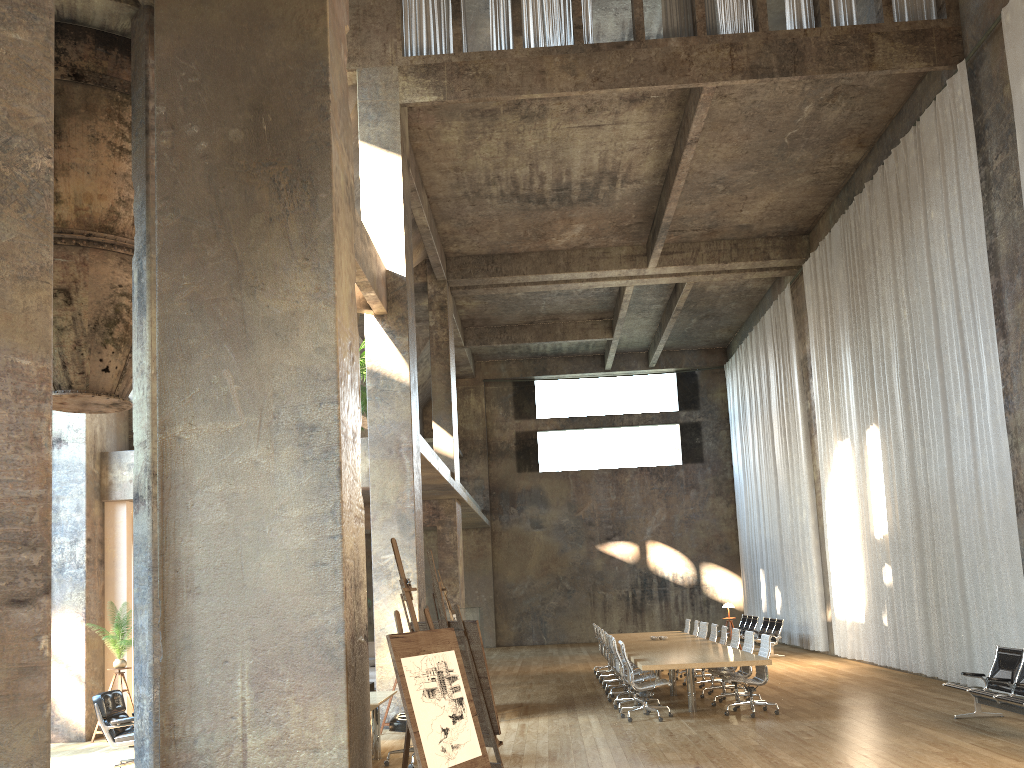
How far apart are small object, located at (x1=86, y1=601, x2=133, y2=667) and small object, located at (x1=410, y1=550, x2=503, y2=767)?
6.31m

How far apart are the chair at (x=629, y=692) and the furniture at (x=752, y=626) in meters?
9.7 m

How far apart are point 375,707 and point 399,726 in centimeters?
32cm

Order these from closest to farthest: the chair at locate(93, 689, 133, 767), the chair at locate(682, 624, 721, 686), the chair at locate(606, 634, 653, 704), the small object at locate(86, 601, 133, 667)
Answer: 1. the chair at locate(93, 689, 133, 767)
2. the small object at locate(86, 601, 133, 667)
3. the chair at locate(606, 634, 653, 704)
4. the chair at locate(682, 624, 721, 686)

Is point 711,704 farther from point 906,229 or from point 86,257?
point 86,257

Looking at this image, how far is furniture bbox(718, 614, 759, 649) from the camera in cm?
2204

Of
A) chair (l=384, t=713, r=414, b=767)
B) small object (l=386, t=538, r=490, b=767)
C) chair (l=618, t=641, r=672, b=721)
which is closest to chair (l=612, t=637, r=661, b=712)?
chair (l=618, t=641, r=672, b=721)

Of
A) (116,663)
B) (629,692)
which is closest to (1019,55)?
(629,692)

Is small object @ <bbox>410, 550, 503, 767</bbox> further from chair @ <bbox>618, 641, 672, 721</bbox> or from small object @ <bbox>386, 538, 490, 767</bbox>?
chair @ <bbox>618, 641, 672, 721</bbox>

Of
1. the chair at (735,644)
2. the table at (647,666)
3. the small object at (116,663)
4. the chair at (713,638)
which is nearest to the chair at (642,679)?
the table at (647,666)
